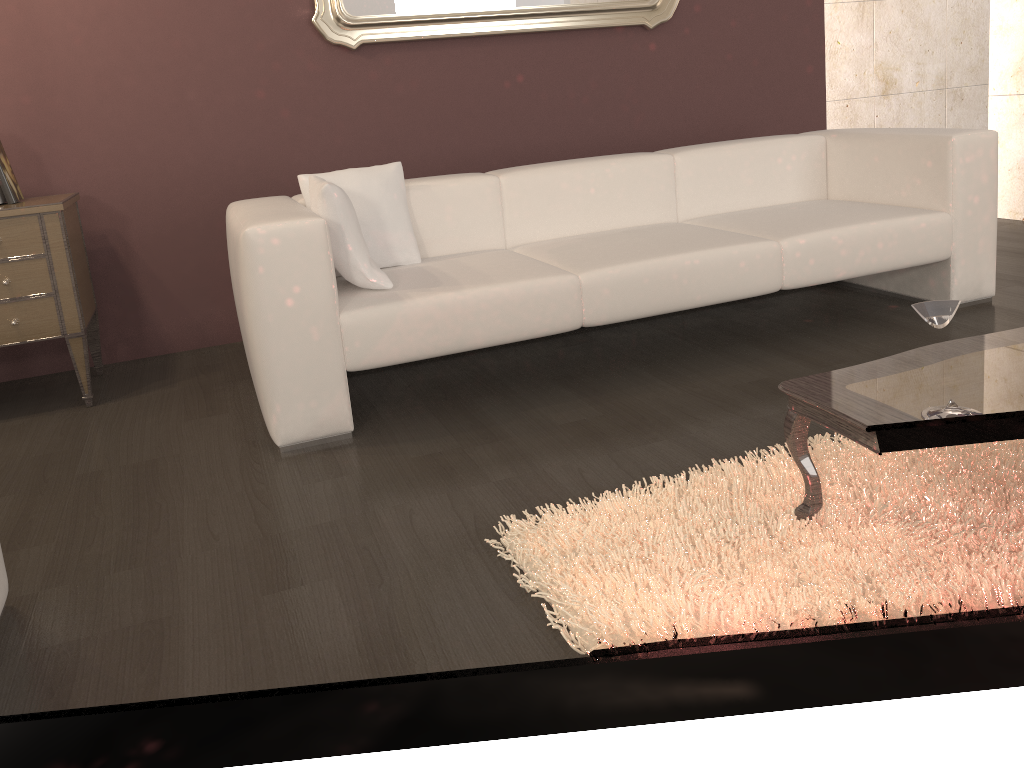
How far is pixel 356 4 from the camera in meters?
3.6 m

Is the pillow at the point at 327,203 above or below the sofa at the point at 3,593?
above

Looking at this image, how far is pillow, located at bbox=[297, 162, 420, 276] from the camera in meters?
3.0

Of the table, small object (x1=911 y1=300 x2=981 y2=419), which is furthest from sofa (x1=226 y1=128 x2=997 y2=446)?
small object (x1=911 y1=300 x2=981 y2=419)

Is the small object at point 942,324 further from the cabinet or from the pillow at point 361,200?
the cabinet

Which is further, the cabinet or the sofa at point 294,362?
the cabinet

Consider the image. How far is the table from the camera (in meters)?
1.57

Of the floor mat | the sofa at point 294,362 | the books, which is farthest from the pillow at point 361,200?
the floor mat

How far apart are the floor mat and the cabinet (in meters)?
1.92

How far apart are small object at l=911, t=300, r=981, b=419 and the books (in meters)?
2.92
